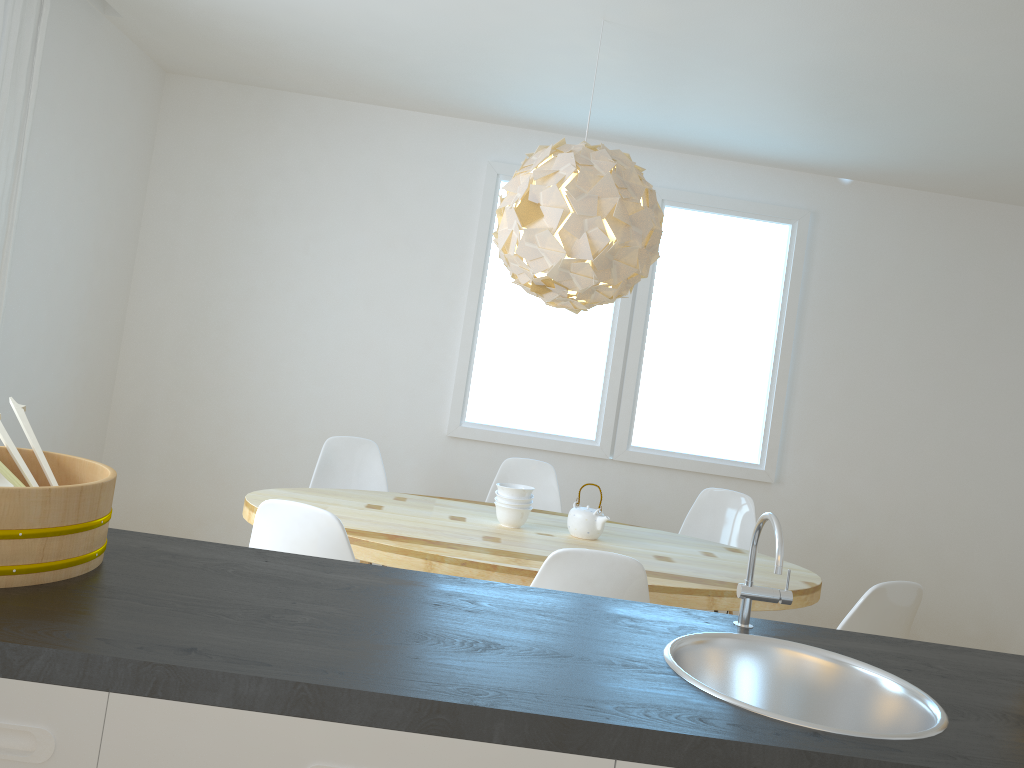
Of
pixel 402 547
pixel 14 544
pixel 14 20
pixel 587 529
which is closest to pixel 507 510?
pixel 587 529

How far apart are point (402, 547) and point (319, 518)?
0.5 meters

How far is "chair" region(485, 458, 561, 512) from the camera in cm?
436

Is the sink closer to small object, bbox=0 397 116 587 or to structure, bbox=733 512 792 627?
structure, bbox=733 512 792 627

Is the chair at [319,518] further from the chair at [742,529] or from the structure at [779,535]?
the chair at [742,529]

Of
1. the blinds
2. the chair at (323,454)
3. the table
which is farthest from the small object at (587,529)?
the blinds

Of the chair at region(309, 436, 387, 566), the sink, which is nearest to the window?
the chair at region(309, 436, 387, 566)

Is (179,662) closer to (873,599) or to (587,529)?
(873,599)

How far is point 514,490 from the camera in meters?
3.4 m

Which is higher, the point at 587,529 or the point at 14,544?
the point at 14,544
